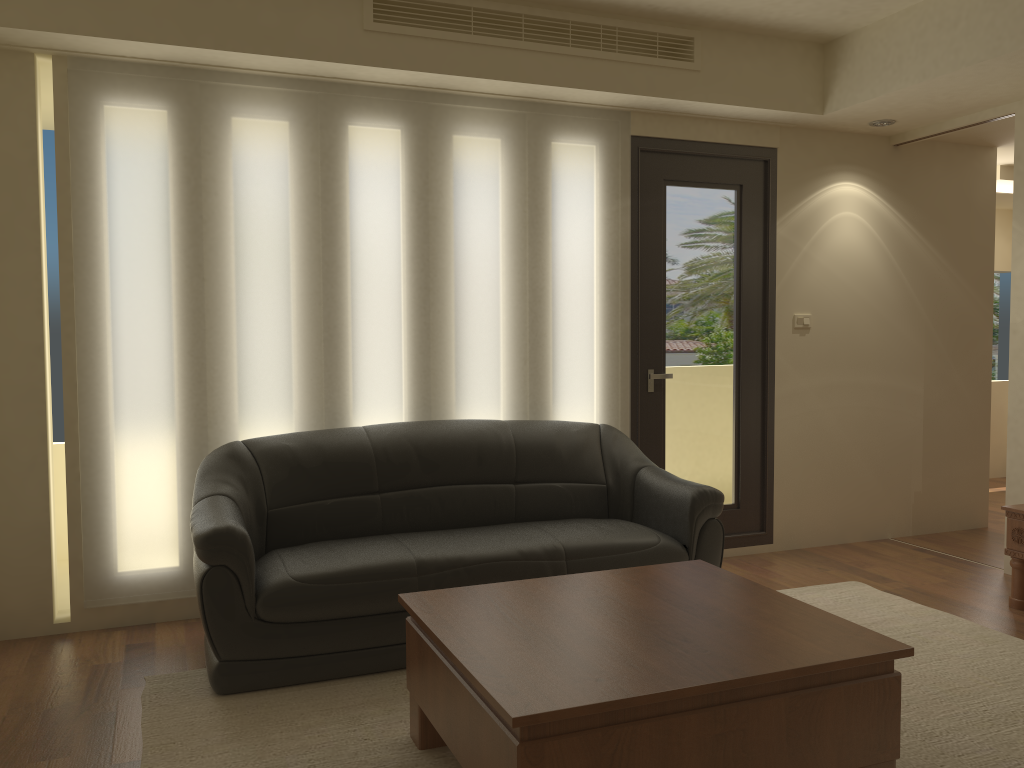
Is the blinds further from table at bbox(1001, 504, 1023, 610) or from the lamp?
table at bbox(1001, 504, 1023, 610)

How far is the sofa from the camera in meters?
3.3 m

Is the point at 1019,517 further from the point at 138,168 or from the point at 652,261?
the point at 138,168

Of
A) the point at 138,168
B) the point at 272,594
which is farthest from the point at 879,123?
the point at 272,594

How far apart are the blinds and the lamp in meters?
1.6

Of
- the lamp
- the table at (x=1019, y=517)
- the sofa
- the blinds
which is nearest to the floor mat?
the sofa

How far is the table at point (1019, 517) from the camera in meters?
4.3

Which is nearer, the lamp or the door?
the door

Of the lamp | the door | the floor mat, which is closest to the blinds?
the door

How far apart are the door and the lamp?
0.63m
